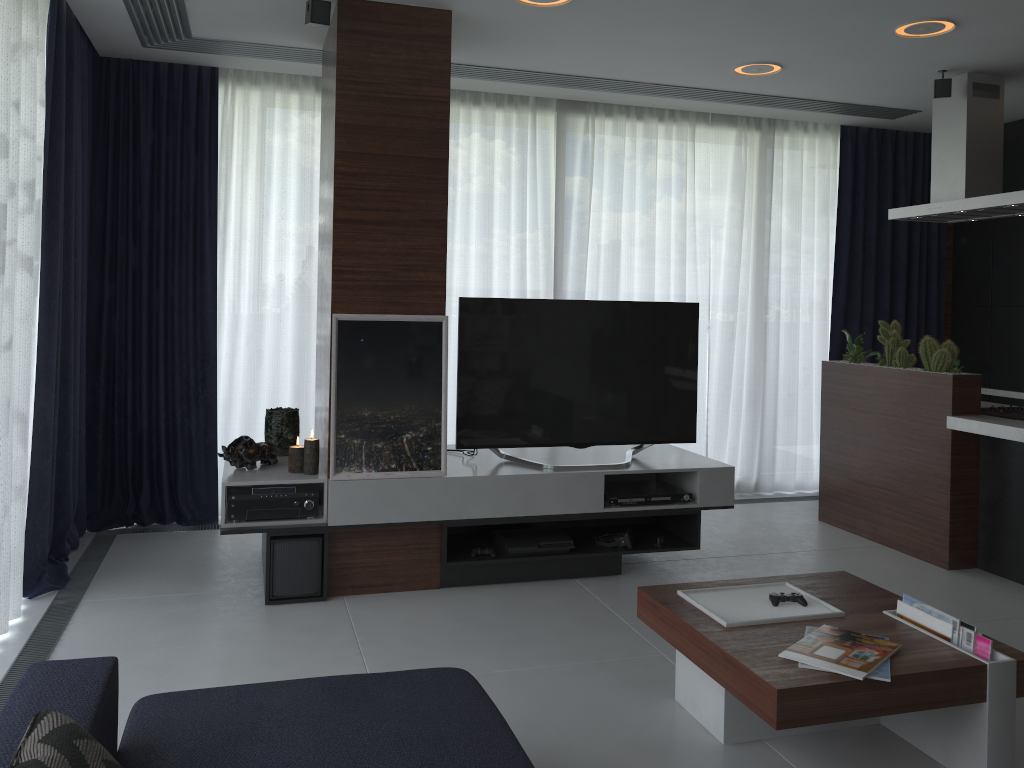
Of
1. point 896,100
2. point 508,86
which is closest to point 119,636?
point 508,86

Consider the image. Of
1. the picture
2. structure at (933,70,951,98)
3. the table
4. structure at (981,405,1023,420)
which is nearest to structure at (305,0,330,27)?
the picture

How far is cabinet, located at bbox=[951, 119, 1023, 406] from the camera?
5.8 meters

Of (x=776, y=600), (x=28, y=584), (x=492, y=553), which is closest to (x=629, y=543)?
(x=492, y=553)

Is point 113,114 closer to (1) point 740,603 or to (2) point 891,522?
(1) point 740,603

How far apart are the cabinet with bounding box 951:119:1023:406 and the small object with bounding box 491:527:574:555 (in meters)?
3.49

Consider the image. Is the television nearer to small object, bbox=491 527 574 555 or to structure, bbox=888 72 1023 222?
small object, bbox=491 527 574 555

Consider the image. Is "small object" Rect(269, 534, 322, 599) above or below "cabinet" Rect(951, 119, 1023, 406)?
below

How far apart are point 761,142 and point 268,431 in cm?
380

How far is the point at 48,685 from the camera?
1.7 meters
